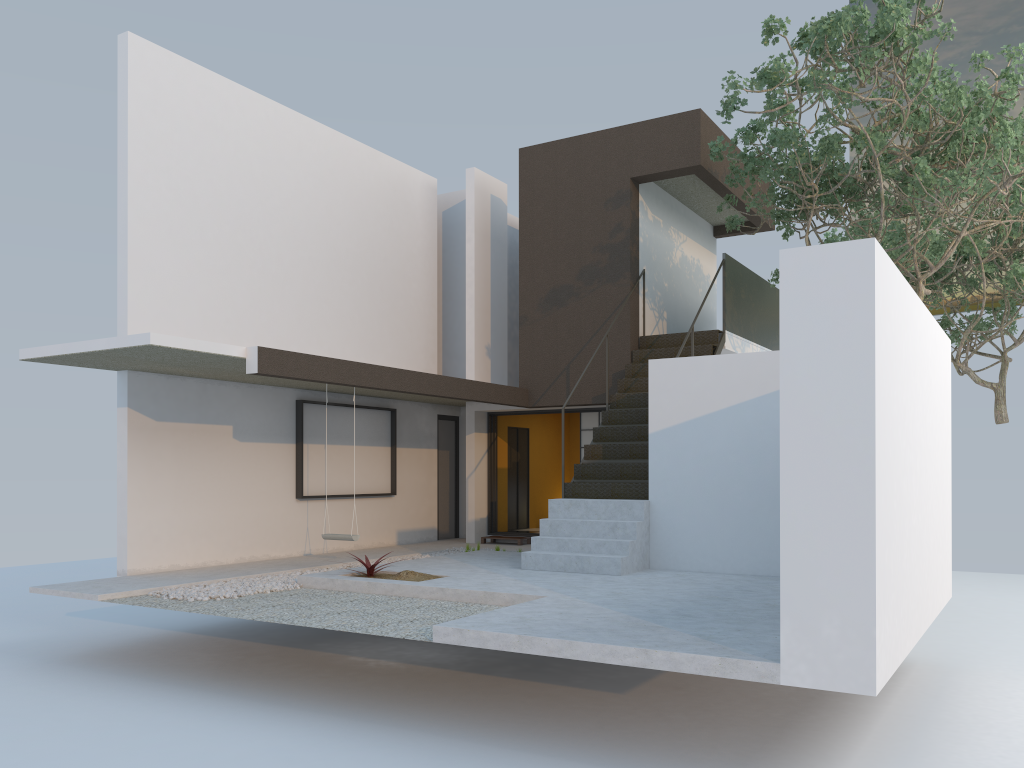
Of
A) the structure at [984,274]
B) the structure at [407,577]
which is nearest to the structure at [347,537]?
the structure at [407,577]

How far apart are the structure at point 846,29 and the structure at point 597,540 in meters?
0.4 m

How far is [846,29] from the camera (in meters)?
8.14

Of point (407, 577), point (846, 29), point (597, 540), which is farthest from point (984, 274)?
point (407, 577)

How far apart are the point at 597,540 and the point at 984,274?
8.85m

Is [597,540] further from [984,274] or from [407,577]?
[984,274]

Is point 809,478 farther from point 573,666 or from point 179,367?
point 179,367

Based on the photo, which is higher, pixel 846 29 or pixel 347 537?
pixel 846 29

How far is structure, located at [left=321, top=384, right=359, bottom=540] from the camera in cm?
980

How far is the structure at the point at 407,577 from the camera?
8.51m
